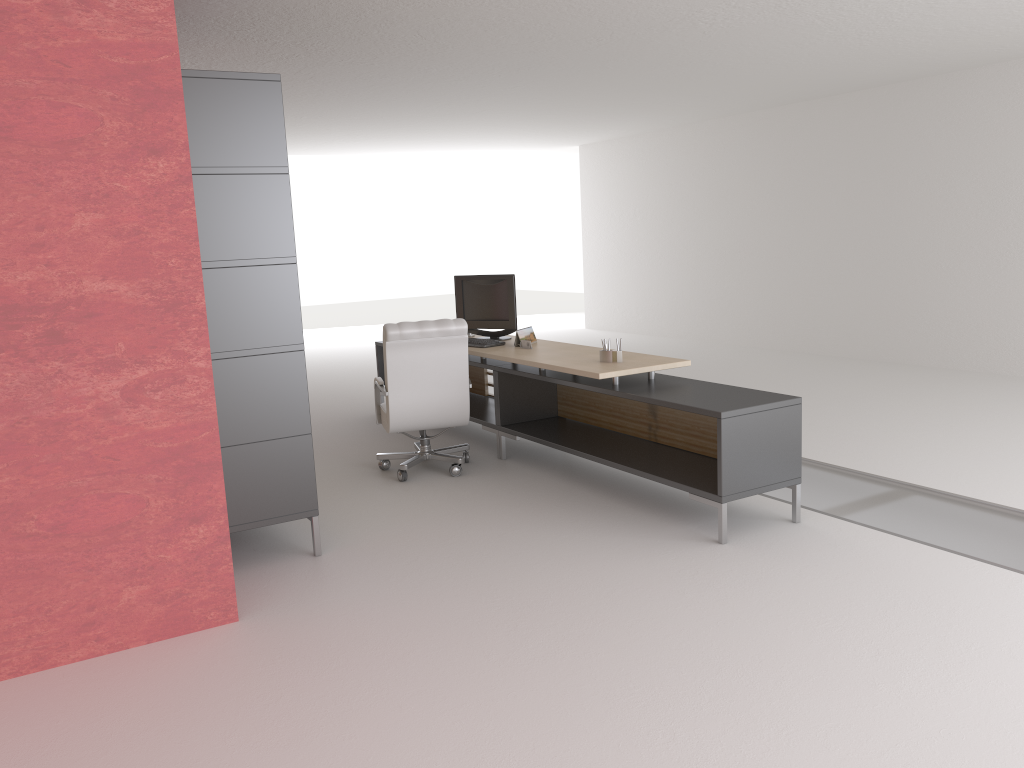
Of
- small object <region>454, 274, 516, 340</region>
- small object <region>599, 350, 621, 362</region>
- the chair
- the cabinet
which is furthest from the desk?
the cabinet

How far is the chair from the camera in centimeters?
870cm

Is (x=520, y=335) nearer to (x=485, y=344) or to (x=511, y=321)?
(x=485, y=344)

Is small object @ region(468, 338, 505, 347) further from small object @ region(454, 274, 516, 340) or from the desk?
small object @ region(454, 274, 516, 340)

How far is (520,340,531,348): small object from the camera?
9.6m

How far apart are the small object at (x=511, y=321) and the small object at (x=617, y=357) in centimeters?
220cm

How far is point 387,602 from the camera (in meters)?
6.05

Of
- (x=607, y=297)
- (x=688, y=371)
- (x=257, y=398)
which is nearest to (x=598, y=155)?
(x=607, y=297)

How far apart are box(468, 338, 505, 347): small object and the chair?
0.96m

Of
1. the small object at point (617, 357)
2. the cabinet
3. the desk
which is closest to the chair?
the desk
